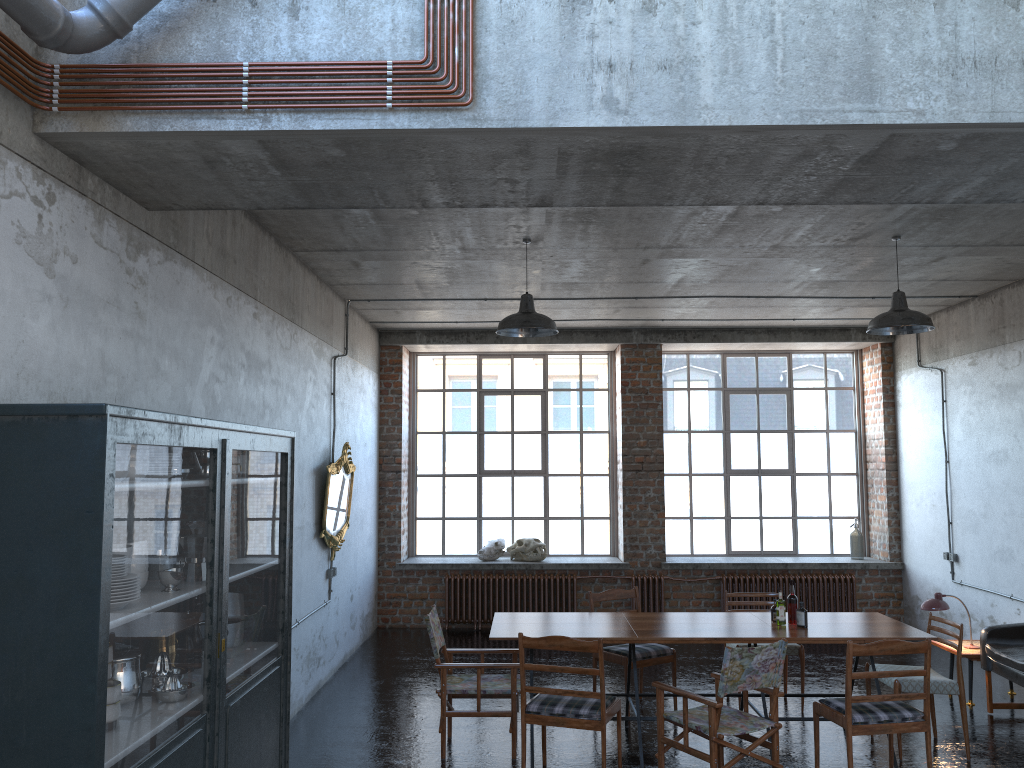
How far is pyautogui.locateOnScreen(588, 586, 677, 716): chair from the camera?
7.4 meters

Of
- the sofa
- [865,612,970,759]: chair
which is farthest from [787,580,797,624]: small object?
the sofa

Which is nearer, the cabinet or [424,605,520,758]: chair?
the cabinet

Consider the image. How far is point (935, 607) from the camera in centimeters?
788cm

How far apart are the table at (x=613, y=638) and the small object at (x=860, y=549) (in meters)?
5.04

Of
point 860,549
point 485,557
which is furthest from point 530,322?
point 860,549

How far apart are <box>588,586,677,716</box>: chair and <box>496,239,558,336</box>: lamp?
2.4m

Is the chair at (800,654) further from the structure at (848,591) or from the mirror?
the mirror

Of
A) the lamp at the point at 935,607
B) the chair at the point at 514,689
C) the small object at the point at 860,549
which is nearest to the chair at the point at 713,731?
the chair at the point at 514,689

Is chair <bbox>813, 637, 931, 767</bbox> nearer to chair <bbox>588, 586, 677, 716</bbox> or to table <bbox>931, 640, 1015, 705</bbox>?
chair <bbox>588, 586, 677, 716</bbox>
